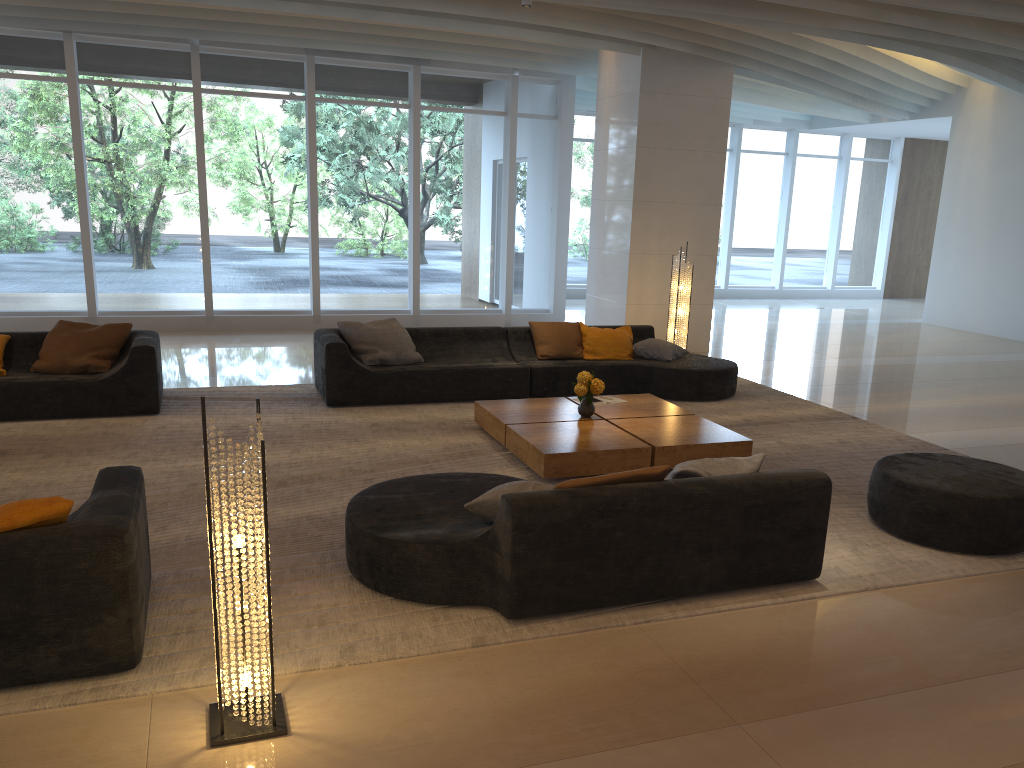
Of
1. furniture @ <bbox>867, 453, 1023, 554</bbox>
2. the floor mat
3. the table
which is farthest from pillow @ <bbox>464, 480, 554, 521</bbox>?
furniture @ <bbox>867, 453, 1023, 554</bbox>

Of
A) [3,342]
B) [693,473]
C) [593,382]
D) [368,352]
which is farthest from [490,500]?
[3,342]

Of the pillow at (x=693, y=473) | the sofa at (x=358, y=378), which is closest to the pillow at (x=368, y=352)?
the sofa at (x=358, y=378)

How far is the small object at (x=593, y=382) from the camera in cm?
669

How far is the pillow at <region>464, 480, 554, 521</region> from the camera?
4.1 meters

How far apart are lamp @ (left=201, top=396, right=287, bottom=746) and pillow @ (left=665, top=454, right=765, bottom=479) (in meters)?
2.04

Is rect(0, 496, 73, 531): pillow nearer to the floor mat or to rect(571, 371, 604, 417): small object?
the floor mat

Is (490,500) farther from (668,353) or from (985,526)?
(668,353)

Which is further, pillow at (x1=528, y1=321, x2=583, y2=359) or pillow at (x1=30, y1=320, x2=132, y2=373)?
pillow at (x1=528, y1=321, x2=583, y2=359)

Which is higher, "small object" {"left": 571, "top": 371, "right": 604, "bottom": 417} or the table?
"small object" {"left": 571, "top": 371, "right": 604, "bottom": 417}
